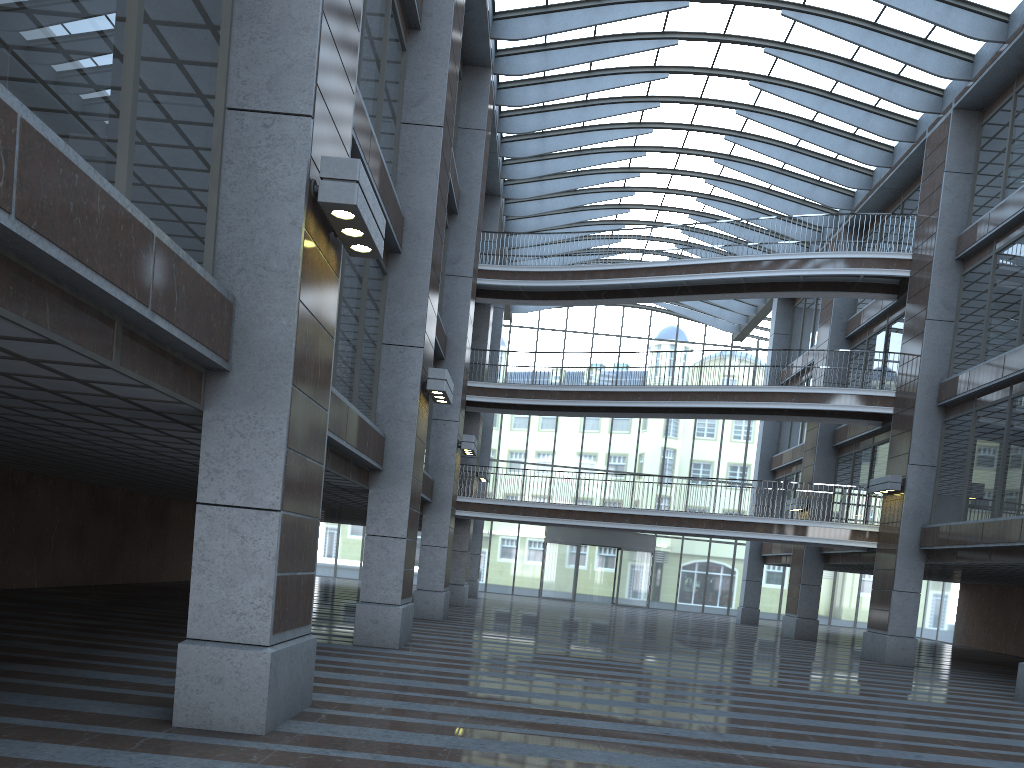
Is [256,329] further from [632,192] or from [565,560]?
[565,560]

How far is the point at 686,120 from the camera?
46.1m

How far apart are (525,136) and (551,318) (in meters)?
18.23
